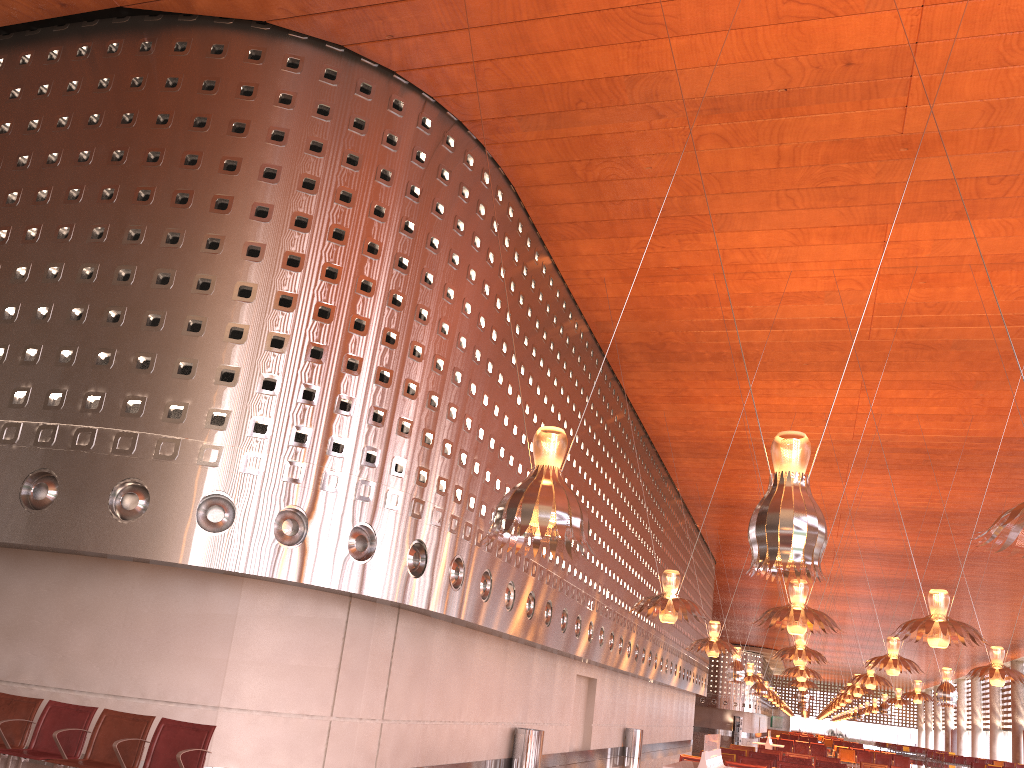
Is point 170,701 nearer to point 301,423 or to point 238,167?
point 301,423

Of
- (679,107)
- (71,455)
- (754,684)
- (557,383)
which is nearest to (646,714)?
(754,684)

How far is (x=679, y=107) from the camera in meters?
11.8
